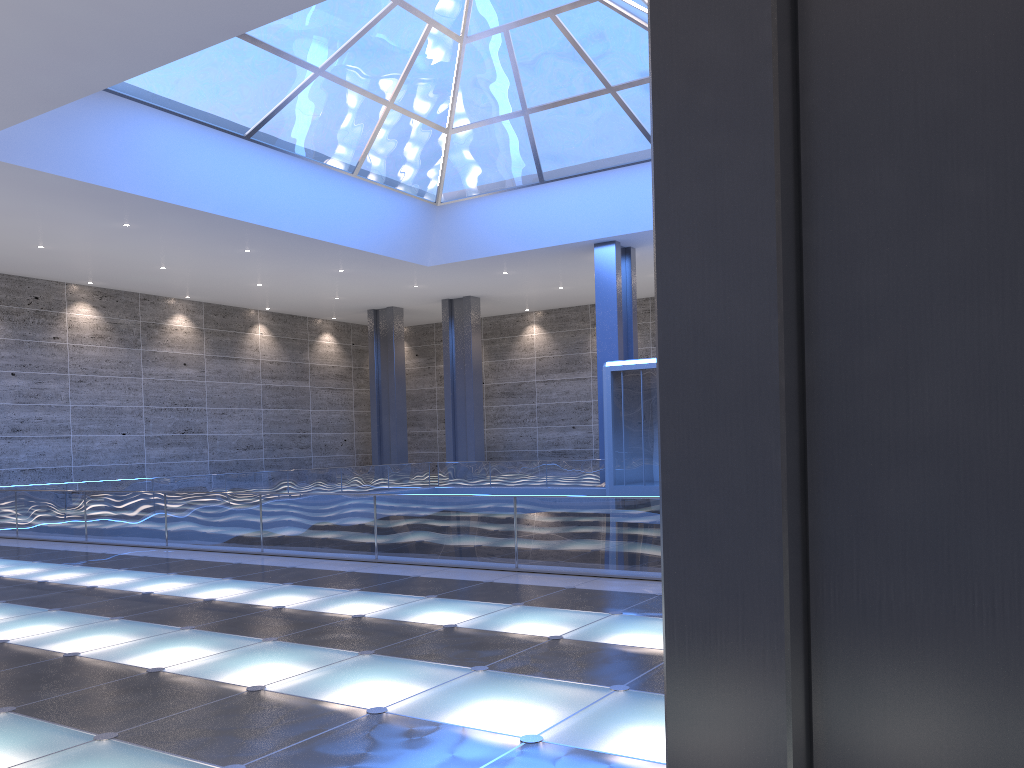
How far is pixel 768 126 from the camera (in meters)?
2.93
